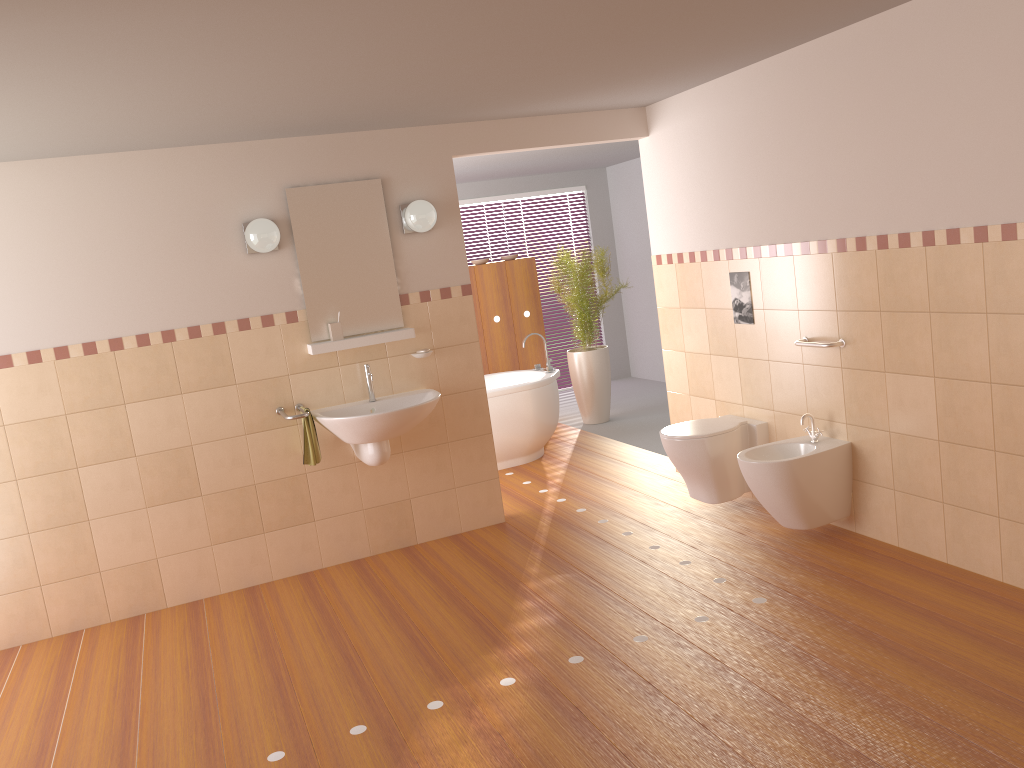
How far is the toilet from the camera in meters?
4.6

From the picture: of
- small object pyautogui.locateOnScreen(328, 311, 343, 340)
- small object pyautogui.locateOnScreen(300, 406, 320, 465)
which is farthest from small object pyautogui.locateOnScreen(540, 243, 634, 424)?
small object pyautogui.locateOnScreen(300, 406, 320, 465)

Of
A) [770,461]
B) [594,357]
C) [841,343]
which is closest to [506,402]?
[594,357]

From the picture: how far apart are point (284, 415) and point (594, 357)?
3.5 meters

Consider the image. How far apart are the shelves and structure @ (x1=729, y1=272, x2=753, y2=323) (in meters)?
1.75

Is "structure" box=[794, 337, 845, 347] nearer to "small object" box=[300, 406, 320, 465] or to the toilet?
the toilet

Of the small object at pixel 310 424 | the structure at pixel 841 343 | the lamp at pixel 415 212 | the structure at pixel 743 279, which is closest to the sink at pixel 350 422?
the small object at pixel 310 424

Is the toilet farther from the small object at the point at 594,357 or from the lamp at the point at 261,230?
the small object at the point at 594,357

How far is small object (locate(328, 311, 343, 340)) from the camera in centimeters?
462cm

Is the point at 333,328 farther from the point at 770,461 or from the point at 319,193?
the point at 770,461
